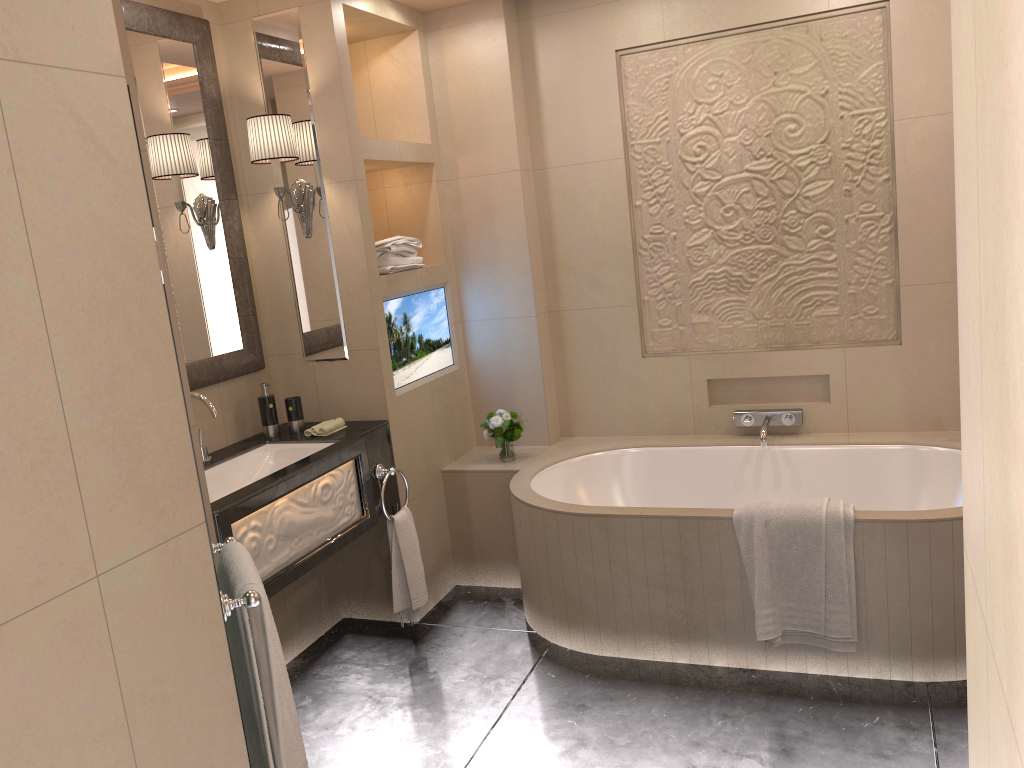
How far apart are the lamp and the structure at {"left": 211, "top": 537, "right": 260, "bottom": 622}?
1.72m

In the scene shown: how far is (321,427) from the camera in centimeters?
330cm

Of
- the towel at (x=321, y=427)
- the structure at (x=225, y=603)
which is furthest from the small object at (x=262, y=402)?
the structure at (x=225, y=603)

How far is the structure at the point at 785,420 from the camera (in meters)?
3.72

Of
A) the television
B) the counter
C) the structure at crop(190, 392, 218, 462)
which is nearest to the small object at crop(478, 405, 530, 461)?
the television

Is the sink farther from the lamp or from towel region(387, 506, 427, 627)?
the lamp

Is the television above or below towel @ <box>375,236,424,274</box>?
below

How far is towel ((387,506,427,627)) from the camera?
3.3m

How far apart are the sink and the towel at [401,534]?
0.4 meters

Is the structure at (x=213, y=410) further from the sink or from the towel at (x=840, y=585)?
the towel at (x=840, y=585)
